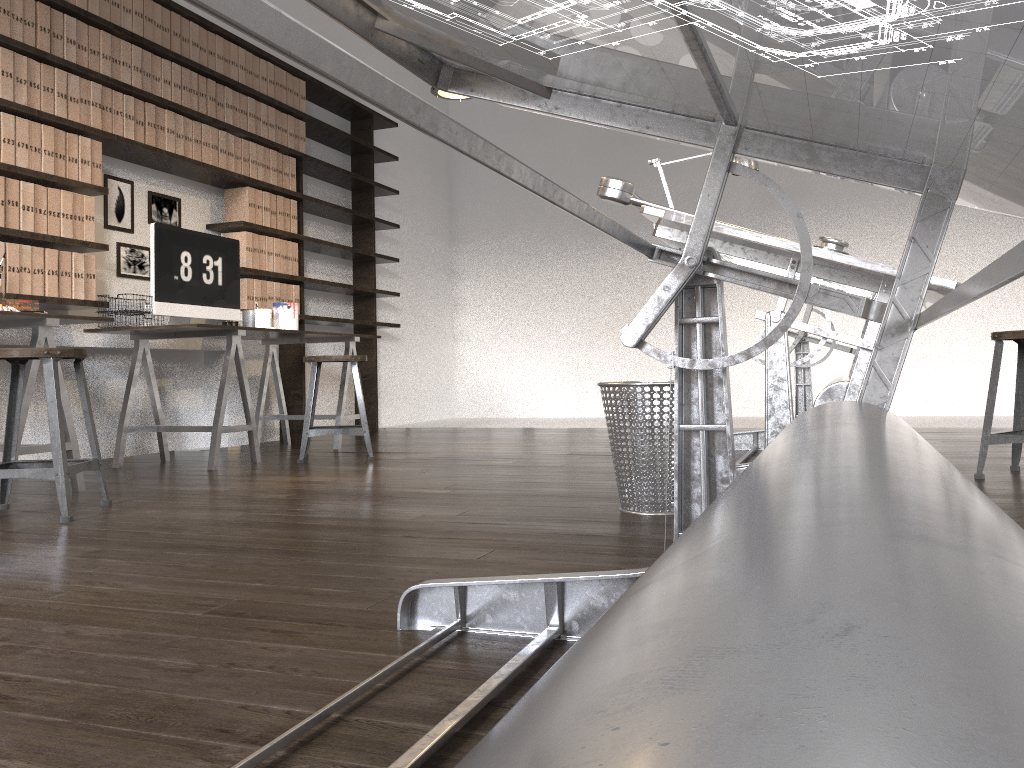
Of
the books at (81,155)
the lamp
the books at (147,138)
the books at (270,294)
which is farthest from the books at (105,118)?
the lamp

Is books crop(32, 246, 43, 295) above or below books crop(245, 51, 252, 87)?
below

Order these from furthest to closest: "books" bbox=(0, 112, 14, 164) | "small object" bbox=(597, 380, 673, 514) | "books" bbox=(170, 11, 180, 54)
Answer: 1. "books" bbox=(170, 11, 180, 54)
2. "books" bbox=(0, 112, 14, 164)
3. "small object" bbox=(597, 380, 673, 514)

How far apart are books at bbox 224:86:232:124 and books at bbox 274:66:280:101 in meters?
0.5

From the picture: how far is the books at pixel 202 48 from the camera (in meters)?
4.89

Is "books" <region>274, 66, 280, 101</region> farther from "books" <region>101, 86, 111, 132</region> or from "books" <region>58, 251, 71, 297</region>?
"books" <region>58, 251, 71, 297</region>

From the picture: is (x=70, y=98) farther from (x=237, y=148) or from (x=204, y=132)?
(x=237, y=148)

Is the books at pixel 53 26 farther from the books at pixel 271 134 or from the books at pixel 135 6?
the books at pixel 271 134

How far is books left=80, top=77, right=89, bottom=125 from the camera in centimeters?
411cm

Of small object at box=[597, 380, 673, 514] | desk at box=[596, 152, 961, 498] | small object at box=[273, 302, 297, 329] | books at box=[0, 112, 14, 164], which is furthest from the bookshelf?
small object at box=[597, 380, 673, 514]
